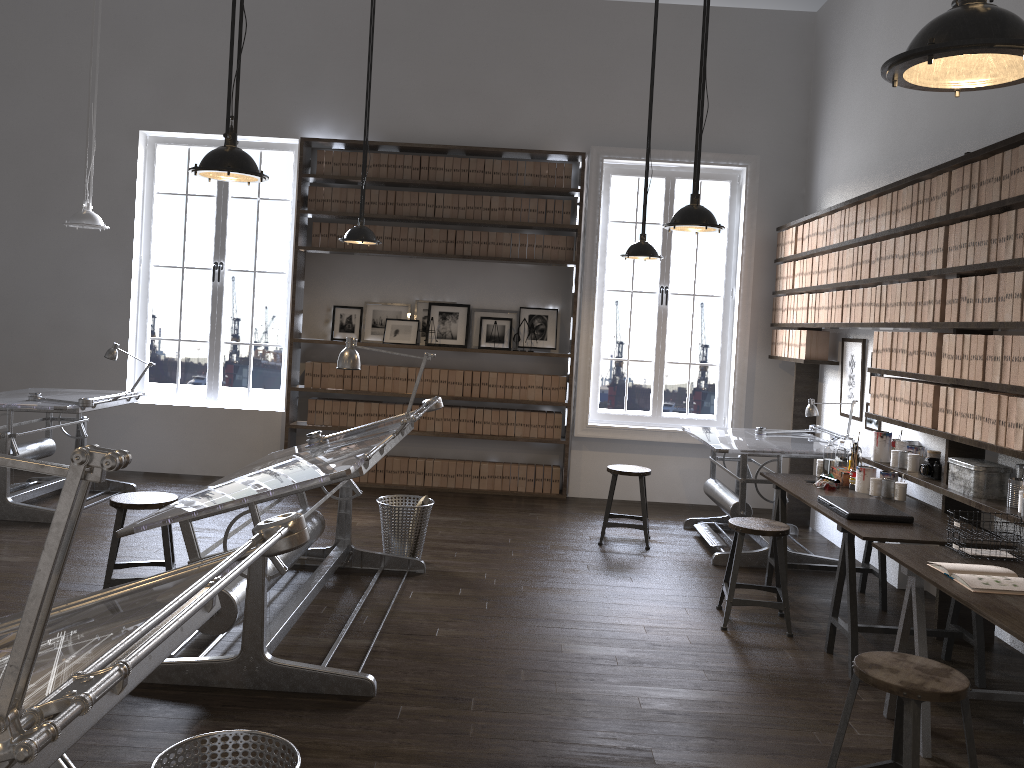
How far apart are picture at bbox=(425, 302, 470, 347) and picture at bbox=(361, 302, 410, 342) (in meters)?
0.22

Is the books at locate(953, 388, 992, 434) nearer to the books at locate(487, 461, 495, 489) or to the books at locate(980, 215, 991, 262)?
the books at locate(980, 215, 991, 262)

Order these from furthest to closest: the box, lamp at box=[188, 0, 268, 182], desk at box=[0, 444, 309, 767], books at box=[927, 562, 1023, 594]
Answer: the box < lamp at box=[188, 0, 268, 182] < books at box=[927, 562, 1023, 594] < desk at box=[0, 444, 309, 767]

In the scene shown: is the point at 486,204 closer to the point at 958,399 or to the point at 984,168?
the point at 984,168

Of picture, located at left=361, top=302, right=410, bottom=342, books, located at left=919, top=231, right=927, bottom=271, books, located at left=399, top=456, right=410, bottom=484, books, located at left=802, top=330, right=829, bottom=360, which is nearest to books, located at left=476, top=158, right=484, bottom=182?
picture, located at left=361, top=302, right=410, bottom=342

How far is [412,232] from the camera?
7.7 meters

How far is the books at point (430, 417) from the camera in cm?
778

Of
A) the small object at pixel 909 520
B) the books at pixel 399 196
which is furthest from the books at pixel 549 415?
the small object at pixel 909 520

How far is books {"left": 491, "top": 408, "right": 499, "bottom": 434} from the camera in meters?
7.8 m

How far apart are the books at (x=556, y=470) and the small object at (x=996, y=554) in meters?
4.4
